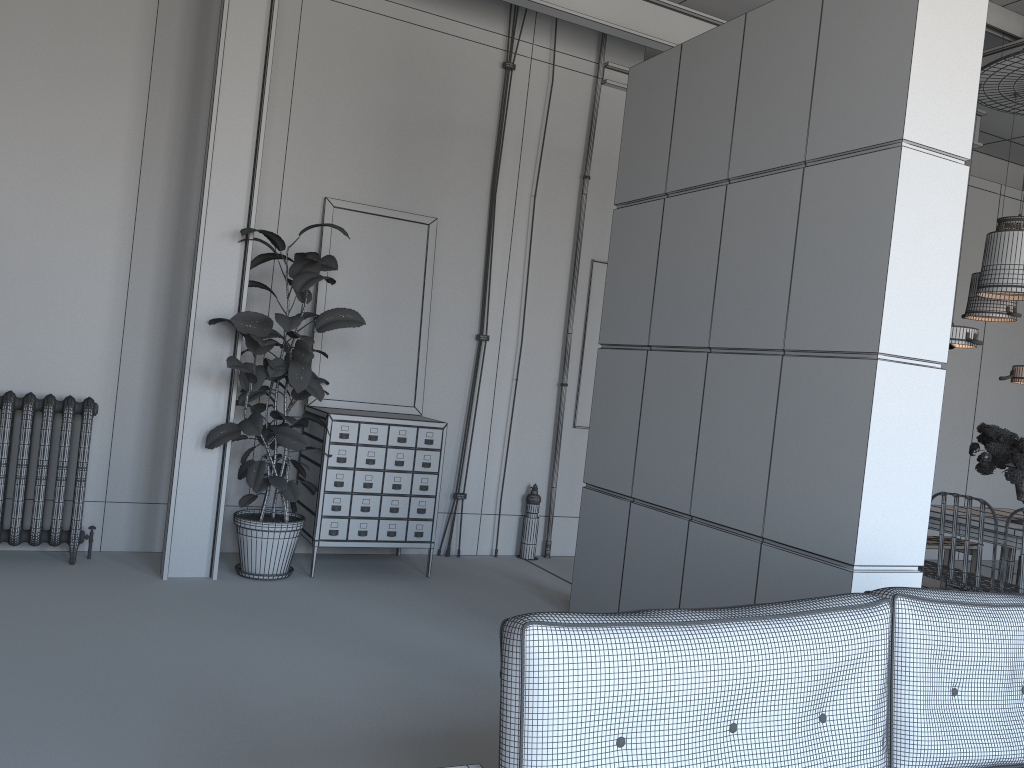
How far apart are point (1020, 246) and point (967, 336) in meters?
0.7

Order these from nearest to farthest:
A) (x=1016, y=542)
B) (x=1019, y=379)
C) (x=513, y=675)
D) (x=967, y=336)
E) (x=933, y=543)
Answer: (x=513, y=675) < (x=1016, y=542) < (x=967, y=336) < (x=1019, y=379) < (x=933, y=543)

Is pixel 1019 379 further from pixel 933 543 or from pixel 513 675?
pixel 513 675

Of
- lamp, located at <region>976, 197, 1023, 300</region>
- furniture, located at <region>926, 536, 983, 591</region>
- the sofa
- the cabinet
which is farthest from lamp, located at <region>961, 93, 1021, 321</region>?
the sofa

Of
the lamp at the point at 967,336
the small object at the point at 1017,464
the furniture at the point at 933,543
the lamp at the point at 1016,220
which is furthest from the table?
the lamp at the point at 1016,220

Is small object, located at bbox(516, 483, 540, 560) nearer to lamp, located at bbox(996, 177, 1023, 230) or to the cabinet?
the cabinet

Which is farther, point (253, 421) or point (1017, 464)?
point (1017, 464)

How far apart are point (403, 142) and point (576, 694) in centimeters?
519cm

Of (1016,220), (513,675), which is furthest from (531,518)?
(513,675)

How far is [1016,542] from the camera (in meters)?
5.35
